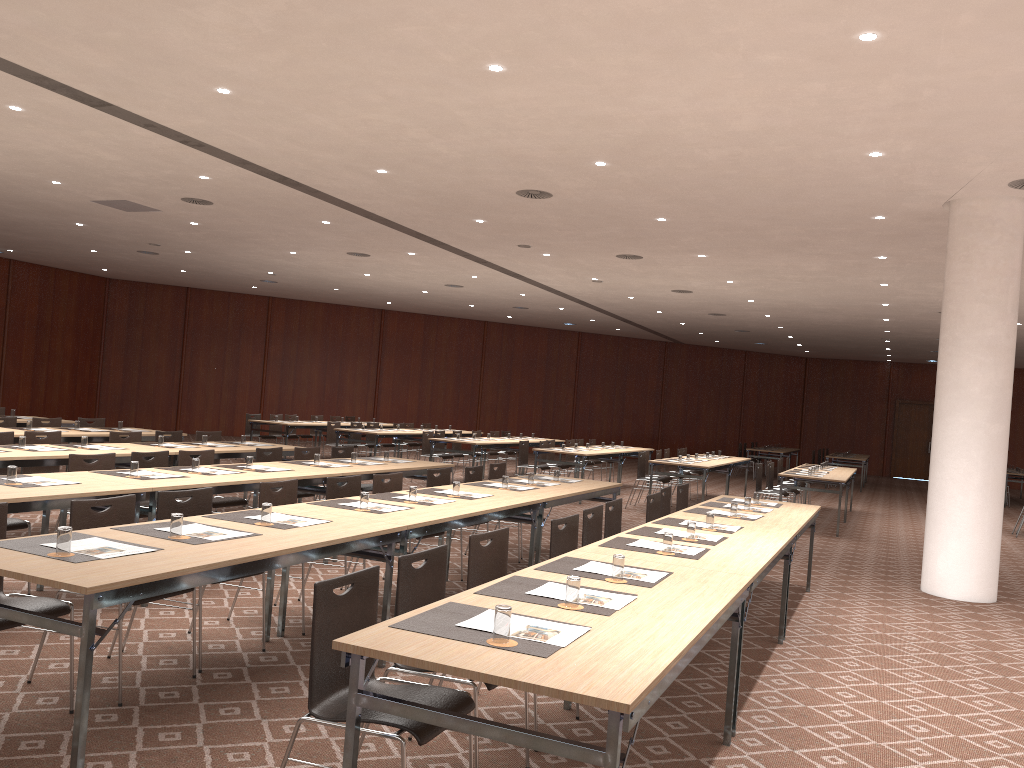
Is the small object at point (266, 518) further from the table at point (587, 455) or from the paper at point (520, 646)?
the table at point (587, 455)

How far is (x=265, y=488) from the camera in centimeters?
600cm

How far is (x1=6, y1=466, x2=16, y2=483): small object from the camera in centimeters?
561cm

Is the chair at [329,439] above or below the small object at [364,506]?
below

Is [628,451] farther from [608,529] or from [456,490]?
[608,529]

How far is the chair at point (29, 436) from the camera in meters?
8.8 m

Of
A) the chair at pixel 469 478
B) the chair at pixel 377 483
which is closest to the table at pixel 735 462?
the chair at pixel 469 478

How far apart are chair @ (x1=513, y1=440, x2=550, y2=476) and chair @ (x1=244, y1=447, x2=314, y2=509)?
6.71m

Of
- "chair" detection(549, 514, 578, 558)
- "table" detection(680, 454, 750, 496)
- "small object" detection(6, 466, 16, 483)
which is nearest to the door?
"table" detection(680, 454, 750, 496)

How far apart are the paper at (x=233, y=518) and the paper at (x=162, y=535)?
0.5m
